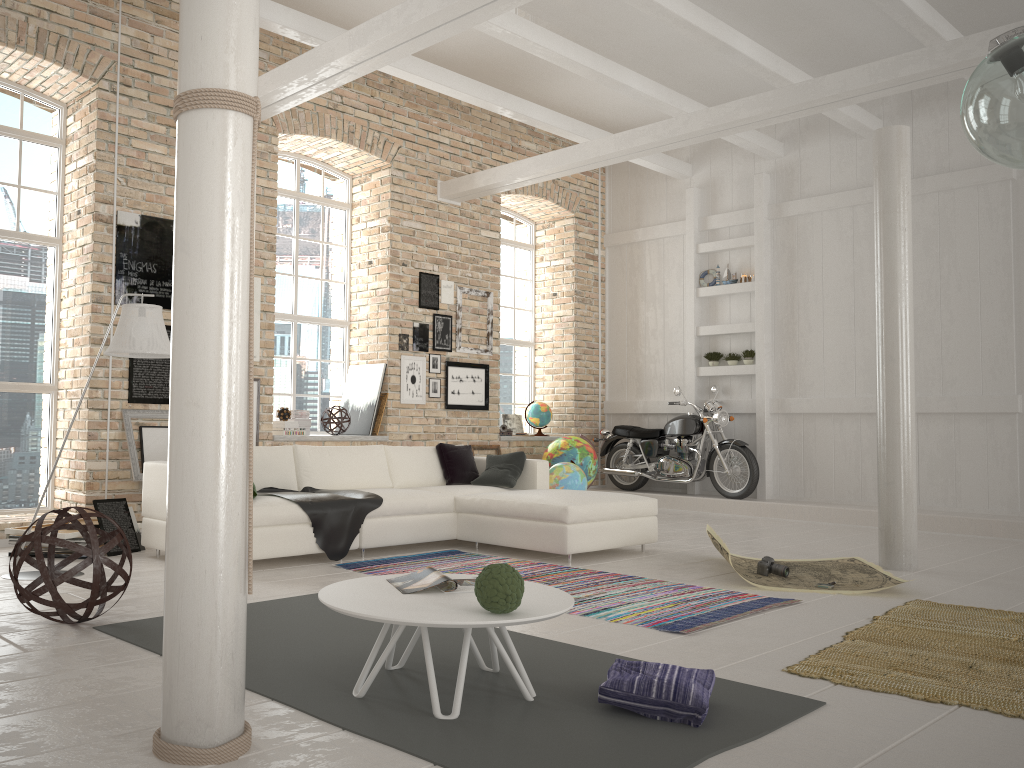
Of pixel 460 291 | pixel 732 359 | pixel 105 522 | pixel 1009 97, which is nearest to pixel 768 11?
pixel 732 359

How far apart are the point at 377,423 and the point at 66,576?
5.5 meters

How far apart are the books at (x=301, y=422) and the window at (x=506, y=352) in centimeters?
345cm

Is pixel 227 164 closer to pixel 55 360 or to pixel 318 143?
pixel 55 360

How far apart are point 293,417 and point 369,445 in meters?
1.6

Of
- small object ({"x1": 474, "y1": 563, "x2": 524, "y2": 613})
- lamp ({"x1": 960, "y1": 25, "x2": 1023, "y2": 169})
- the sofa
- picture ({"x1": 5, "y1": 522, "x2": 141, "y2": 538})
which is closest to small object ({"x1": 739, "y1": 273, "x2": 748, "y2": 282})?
the sofa

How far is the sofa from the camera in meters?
5.9

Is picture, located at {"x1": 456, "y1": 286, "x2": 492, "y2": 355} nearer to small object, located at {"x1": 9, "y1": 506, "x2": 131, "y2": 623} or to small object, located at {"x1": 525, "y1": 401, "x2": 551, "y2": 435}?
small object, located at {"x1": 525, "y1": 401, "x2": 551, "y2": 435}

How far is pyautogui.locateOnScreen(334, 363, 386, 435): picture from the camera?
9.2 meters

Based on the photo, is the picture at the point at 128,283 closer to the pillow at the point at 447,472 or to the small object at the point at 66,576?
the pillow at the point at 447,472
